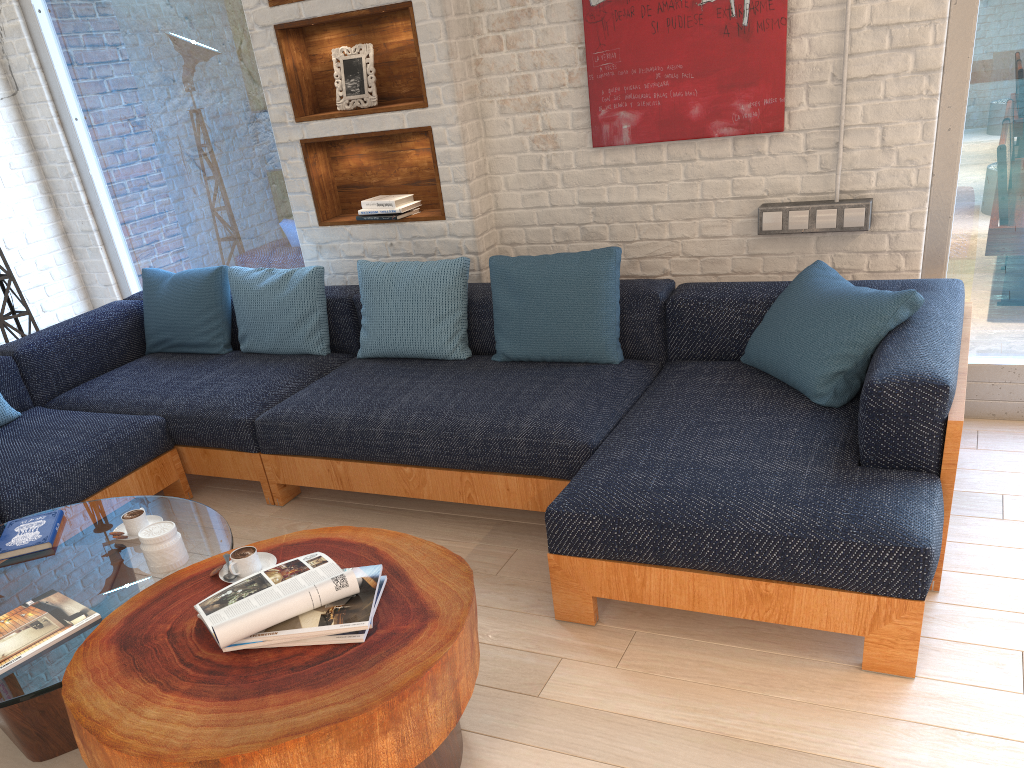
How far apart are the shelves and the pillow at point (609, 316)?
0.3 meters

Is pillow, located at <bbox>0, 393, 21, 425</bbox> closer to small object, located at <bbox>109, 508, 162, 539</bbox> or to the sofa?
the sofa

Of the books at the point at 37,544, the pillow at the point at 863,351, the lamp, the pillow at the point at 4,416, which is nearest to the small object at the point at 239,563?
the books at the point at 37,544

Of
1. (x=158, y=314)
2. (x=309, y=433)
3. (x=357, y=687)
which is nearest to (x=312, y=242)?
(x=158, y=314)

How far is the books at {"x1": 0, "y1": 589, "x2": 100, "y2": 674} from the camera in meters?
2.0 m

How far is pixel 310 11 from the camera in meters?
3.8 m

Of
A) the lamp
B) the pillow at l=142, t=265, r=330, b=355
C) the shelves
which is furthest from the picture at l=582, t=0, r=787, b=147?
the lamp

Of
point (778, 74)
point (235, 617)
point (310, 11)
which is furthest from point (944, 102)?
point (235, 617)

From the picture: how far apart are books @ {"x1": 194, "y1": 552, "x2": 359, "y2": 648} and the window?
2.6m

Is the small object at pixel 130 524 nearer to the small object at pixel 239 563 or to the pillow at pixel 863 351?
the small object at pixel 239 563
